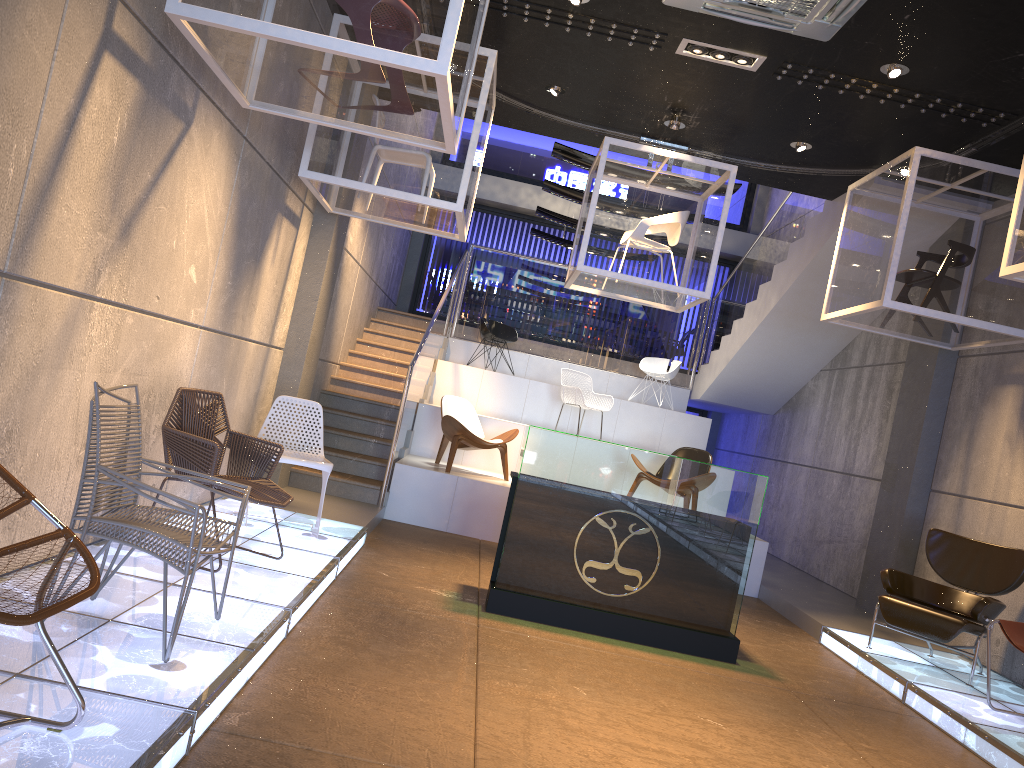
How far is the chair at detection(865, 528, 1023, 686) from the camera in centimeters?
592cm

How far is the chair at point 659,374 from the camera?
12.43m

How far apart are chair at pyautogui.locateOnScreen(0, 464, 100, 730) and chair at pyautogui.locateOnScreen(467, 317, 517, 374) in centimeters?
978cm

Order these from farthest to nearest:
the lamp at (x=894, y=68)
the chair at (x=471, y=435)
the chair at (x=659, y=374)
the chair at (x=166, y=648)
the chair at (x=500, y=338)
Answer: the chair at (x=659, y=374) → the chair at (x=500, y=338) → the chair at (x=471, y=435) → the lamp at (x=894, y=68) → the chair at (x=166, y=648)

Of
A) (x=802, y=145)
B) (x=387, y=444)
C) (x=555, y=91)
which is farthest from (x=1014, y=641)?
(x=387, y=444)

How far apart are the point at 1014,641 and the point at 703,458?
4.4 meters

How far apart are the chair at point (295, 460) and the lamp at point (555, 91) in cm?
338

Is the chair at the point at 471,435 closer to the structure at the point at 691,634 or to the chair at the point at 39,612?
the structure at the point at 691,634

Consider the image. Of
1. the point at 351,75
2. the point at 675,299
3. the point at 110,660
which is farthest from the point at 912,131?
the point at 110,660

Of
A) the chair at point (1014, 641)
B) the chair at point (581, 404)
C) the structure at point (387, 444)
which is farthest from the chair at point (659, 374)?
the chair at point (1014, 641)
